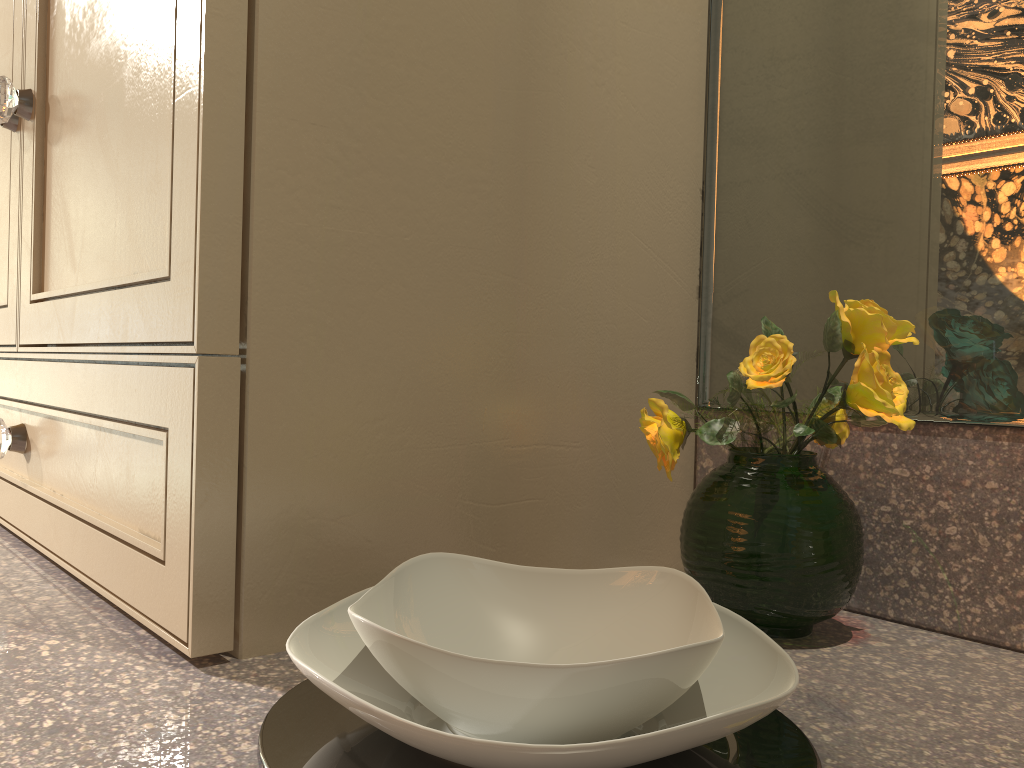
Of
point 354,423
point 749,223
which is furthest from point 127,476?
point 749,223

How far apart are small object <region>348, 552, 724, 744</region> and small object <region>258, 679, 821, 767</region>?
0.0 meters

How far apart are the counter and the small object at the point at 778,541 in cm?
0

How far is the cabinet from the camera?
0.4m

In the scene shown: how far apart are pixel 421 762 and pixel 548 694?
0.07m

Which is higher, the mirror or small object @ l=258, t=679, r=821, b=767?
the mirror

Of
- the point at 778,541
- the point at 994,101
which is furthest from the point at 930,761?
the point at 994,101

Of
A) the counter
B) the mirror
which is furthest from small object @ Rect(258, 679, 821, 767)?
the mirror

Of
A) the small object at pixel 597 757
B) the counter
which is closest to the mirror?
the counter

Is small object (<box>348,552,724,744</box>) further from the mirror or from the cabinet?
the mirror
